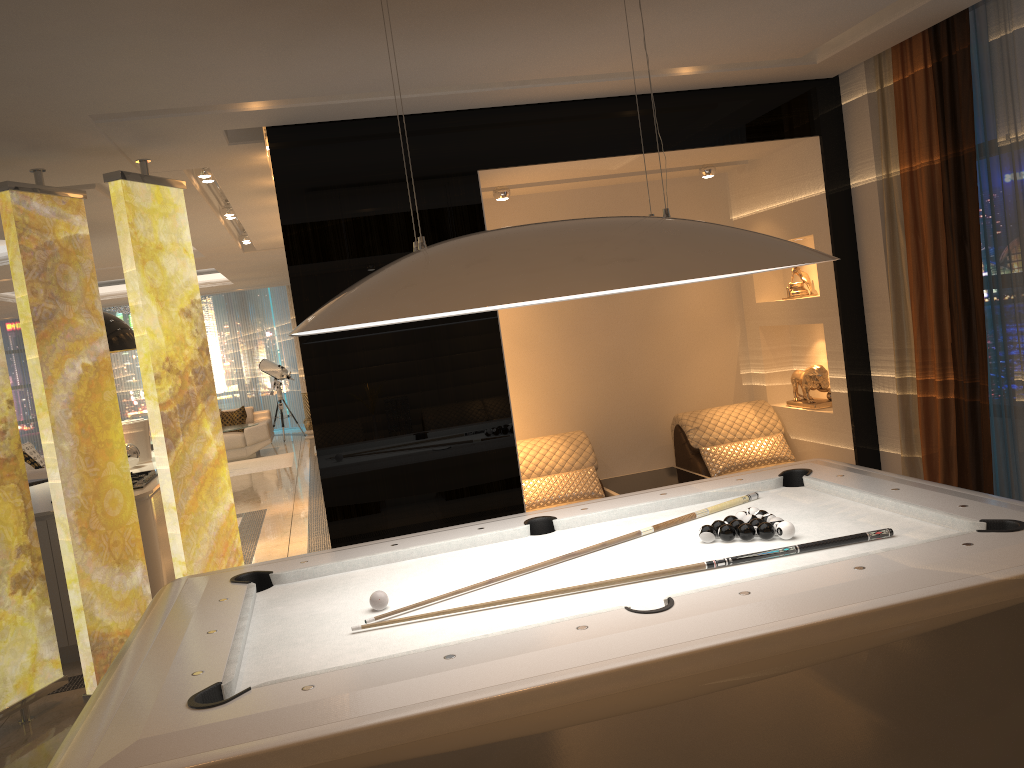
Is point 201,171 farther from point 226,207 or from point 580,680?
point 580,680

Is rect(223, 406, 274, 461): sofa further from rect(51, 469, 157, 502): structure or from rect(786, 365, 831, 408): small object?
rect(786, 365, 831, 408): small object

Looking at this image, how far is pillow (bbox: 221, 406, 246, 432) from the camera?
13.7m

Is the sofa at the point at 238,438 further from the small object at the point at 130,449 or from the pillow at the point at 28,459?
the small object at the point at 130,449

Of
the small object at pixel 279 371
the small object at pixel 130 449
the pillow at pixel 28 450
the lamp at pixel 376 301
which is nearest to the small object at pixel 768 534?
the lamp at pixel 376 301

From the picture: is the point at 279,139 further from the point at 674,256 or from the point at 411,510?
the point at 674,256

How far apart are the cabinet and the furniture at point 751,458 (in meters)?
3.21

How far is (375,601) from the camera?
2.6 meters

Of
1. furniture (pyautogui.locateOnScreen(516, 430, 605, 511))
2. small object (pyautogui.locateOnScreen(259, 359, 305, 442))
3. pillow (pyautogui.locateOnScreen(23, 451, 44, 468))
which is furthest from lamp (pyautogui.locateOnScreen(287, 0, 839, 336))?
small object (pyautogui.locateOnScreen(259, 359, 305, 442))

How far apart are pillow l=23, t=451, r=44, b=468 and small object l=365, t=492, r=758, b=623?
11.3m
